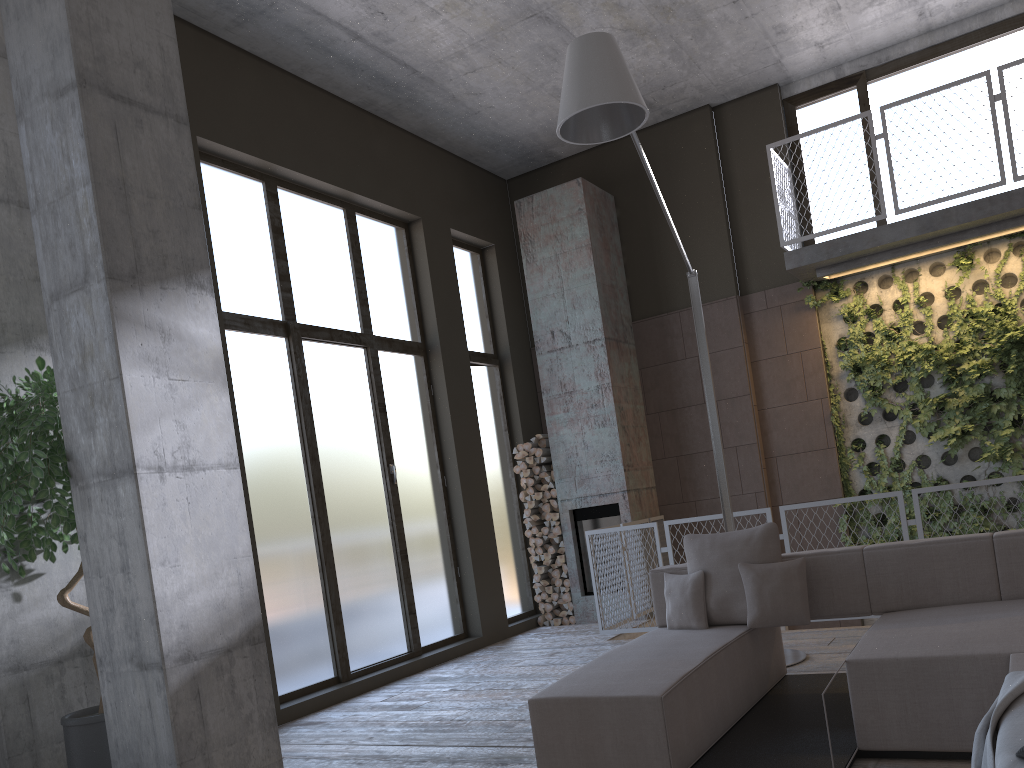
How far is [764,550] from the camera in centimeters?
478cm

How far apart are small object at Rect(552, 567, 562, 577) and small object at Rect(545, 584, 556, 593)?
0.2 meters

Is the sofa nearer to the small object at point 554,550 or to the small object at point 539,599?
the small object at point 554,550

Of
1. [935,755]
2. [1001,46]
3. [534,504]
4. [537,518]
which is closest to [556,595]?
[537,518]

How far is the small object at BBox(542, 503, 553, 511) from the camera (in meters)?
9.28

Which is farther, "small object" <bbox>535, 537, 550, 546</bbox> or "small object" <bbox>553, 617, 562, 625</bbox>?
"small object" <bbox>535, 537, 550, 546</bbox>

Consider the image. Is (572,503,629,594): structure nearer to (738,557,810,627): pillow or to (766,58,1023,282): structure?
(766,58,1023,282): structure

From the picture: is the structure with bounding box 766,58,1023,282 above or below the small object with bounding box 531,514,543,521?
above

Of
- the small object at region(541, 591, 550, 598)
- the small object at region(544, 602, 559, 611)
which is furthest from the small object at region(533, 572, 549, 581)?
the small object at region(544, 602, 559, 611)

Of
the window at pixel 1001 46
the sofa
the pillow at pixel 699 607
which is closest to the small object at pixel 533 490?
the window at pixel 1001 46
